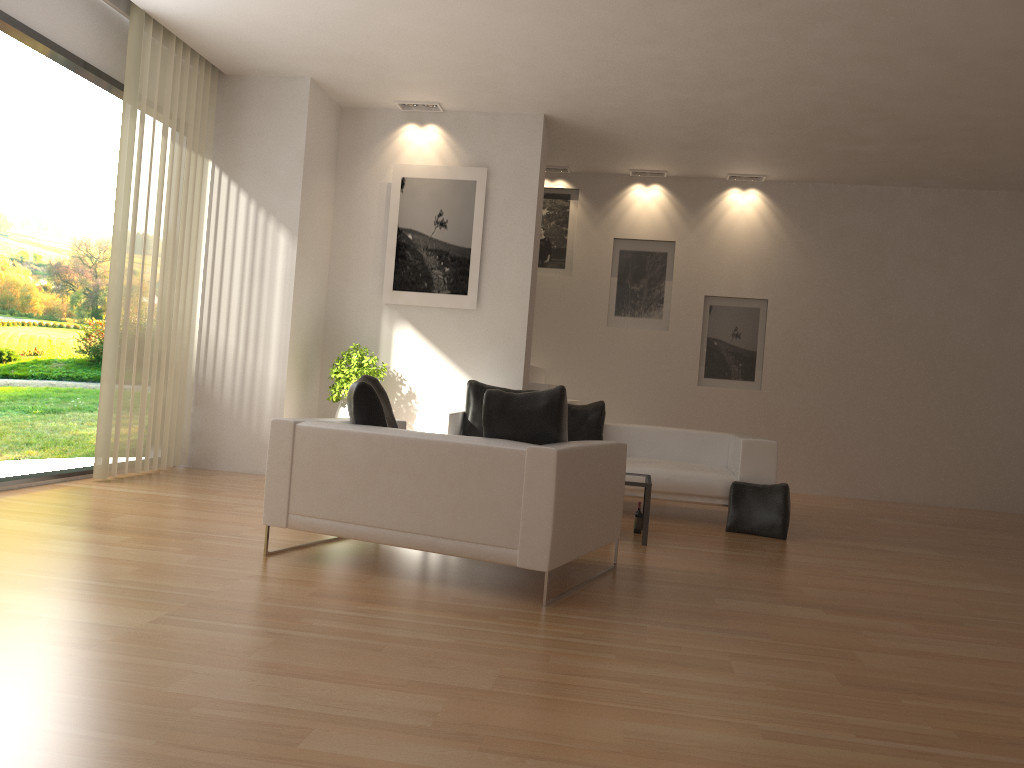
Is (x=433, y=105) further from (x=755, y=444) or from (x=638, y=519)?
(x=638, y=519)

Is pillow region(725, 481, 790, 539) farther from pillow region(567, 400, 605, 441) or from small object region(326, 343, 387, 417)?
small object region(326, 343, 387, 417)

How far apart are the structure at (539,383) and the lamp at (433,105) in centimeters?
295cm

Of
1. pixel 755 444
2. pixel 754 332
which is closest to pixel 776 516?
pixel 755 444

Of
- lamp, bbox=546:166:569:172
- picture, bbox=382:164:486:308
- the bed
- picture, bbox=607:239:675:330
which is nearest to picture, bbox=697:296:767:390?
picture, bbox=607:239:675:330

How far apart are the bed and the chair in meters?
1.9 m

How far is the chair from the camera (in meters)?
4.18

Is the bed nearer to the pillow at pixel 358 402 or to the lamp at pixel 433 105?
the pillow at pixel 358 402

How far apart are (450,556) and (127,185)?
4.1 meters

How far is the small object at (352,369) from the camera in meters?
8.5 m
